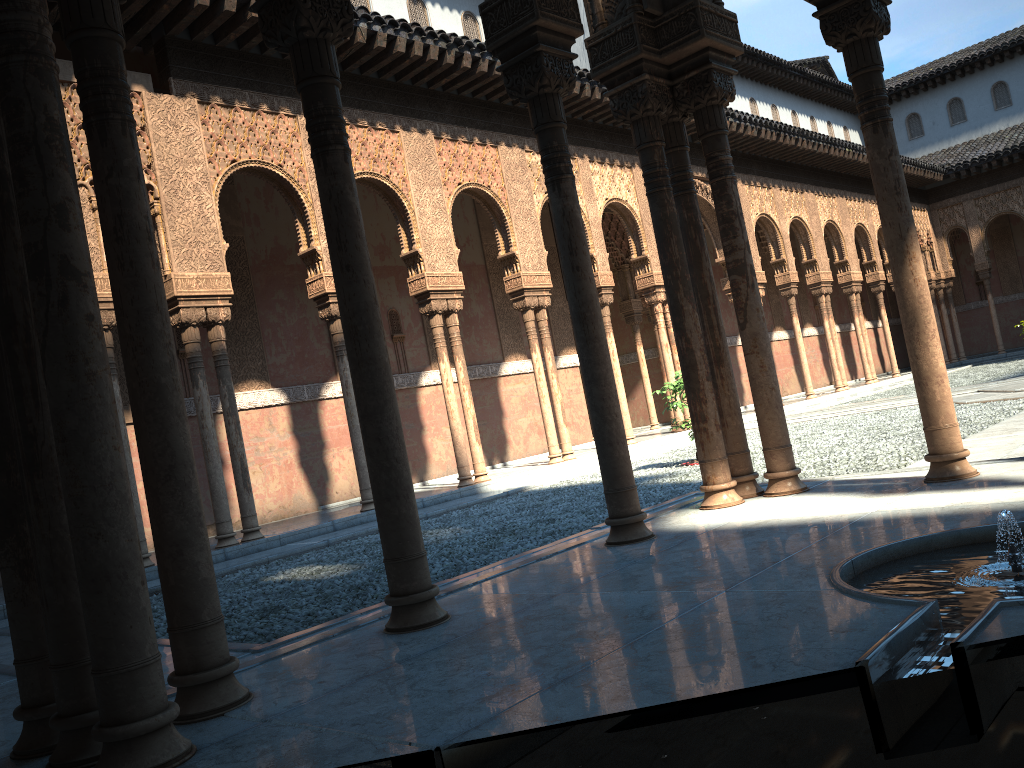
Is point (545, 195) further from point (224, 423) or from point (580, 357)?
point (580, 357)
